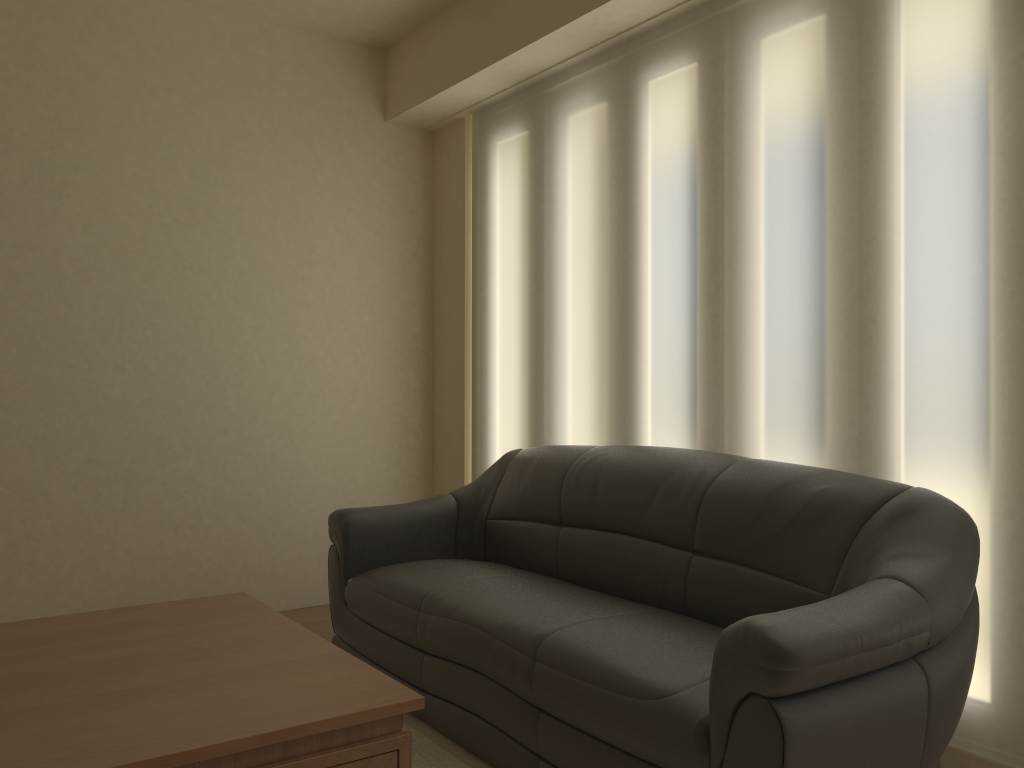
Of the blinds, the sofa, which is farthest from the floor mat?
the blinds

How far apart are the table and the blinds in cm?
162

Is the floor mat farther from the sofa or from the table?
the table

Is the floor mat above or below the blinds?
below

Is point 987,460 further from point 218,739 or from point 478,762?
point 218,739

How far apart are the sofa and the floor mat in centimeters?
3cm

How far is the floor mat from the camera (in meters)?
2.69

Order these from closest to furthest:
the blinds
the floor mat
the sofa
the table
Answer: the table → the sofa → the blinds → the floor mat

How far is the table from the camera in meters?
1.7 m

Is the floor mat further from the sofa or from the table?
the table
